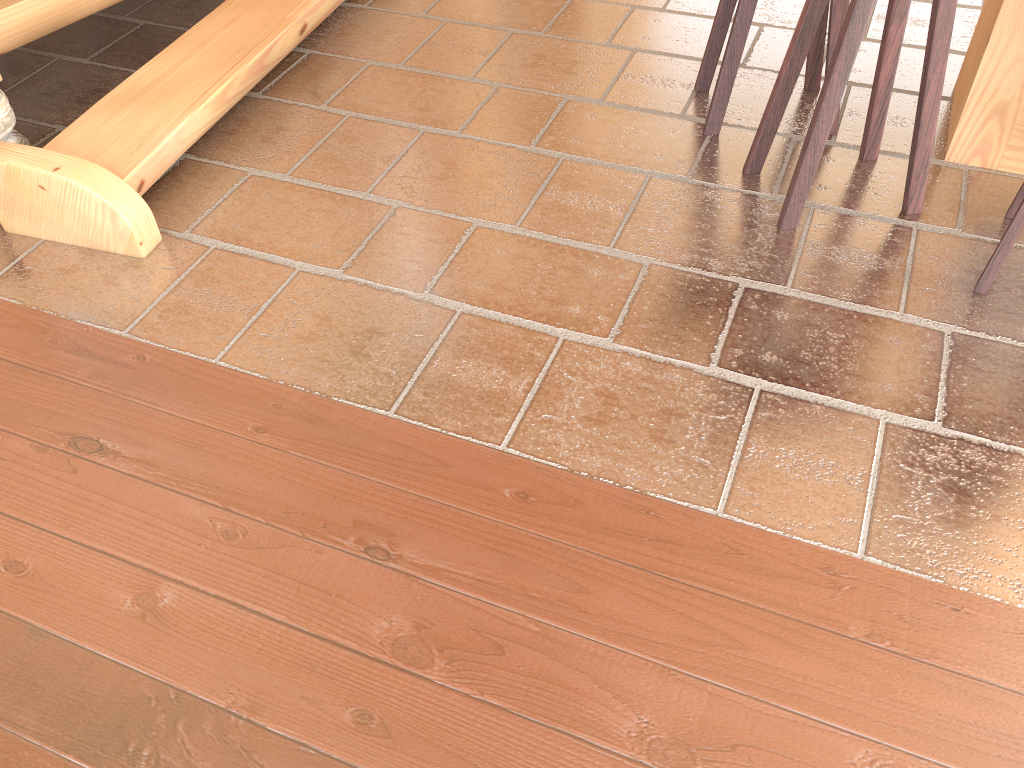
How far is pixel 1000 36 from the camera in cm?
258

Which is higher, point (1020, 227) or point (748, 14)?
point (748, 14)

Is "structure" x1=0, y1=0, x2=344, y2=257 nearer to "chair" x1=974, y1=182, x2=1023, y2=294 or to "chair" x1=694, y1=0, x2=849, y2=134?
"chair" x1=694, y1=0, x2=849, y2=134

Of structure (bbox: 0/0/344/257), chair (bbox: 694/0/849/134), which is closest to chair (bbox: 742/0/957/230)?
chair (bbox: 694/0/849/134)

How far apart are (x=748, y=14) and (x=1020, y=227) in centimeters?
106cm

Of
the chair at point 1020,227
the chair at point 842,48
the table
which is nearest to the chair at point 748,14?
the chair at point 842,48

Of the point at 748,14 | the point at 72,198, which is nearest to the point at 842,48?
the point at 748,14

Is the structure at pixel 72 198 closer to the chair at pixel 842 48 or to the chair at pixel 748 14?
the chair at pixel 748 14

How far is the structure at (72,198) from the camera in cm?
255

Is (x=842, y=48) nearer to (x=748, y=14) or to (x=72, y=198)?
(x=748, y=14)
